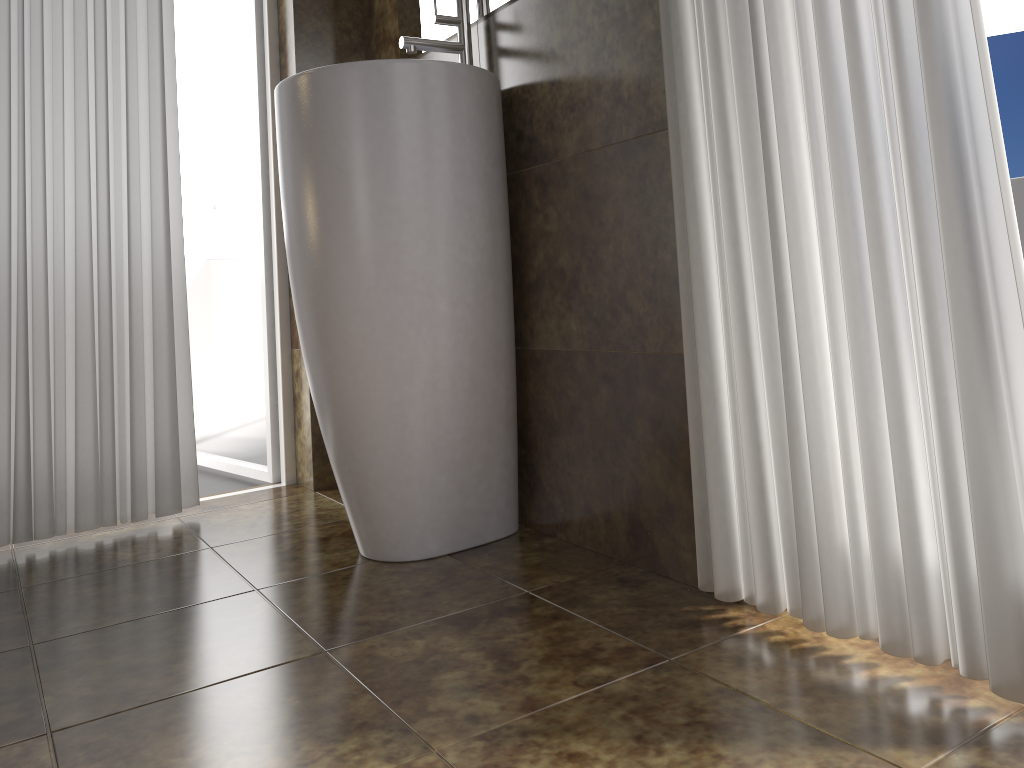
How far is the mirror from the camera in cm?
176

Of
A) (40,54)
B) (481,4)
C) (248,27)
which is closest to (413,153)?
(481,4)

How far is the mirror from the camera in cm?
176

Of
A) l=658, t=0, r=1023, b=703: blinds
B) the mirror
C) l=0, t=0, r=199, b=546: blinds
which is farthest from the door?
l=658, t=0, r=1023, b=703: blinds

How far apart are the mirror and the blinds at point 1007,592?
0.54m

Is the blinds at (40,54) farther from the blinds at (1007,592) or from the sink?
the blinds at (1007,592)

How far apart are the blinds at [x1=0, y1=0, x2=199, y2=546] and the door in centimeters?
33cm

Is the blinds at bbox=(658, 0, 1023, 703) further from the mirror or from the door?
the door

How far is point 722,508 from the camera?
1.3m

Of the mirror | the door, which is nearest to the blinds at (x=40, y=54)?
the door
